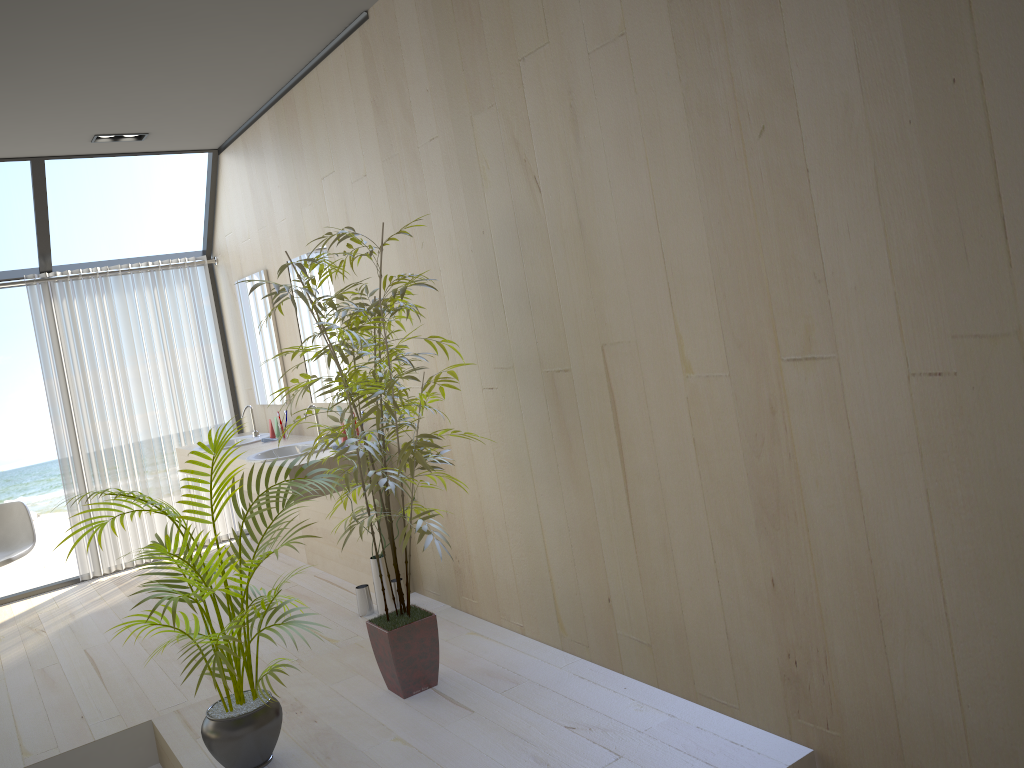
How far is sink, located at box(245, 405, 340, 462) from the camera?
4.89m

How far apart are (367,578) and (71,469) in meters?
2.6

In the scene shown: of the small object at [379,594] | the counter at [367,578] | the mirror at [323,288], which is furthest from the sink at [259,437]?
the small object at [379,594]

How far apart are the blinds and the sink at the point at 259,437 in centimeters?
48cm

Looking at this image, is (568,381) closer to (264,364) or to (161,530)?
(264,364)

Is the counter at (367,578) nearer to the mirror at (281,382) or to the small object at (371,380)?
the mirror at (281,382)

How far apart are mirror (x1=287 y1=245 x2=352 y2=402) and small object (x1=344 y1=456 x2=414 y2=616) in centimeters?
116cm

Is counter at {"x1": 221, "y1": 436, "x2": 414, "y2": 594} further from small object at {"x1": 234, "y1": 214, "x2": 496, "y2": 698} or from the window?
the window

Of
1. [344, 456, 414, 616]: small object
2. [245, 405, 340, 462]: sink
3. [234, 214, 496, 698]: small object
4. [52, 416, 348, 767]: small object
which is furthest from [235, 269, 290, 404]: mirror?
[52, 416, 348, 767]: small object

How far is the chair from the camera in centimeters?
545cm
